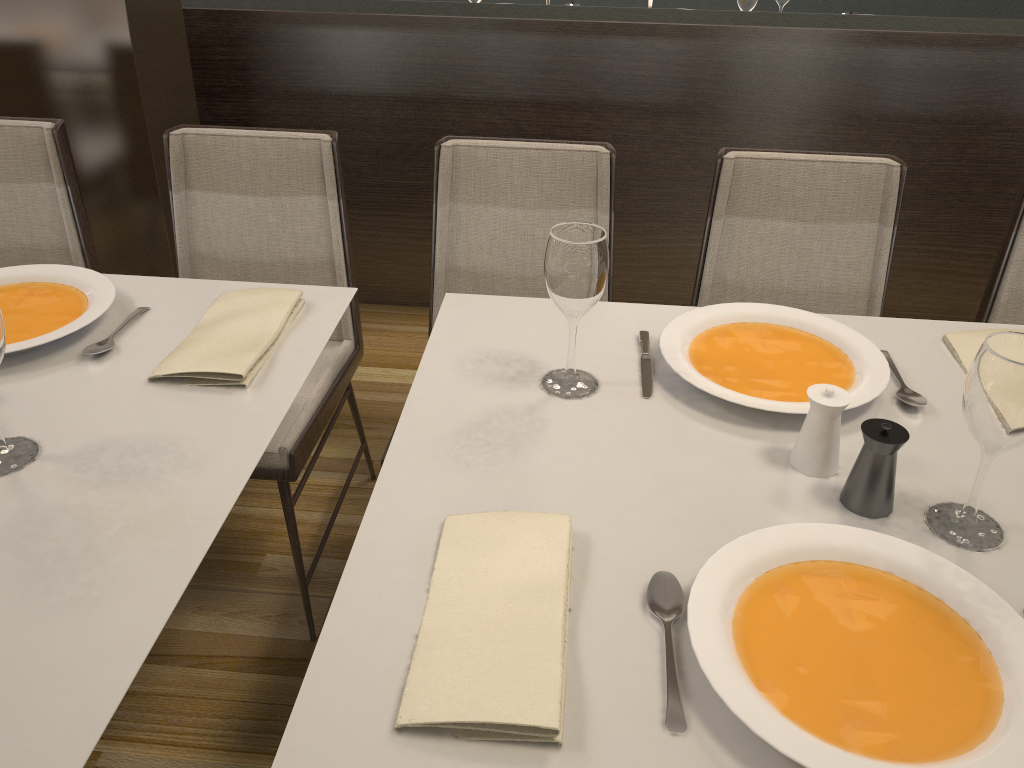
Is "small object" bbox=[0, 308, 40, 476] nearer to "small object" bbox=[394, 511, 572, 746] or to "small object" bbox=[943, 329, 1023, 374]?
"small object" bbox=[394, 511, 572, 746]

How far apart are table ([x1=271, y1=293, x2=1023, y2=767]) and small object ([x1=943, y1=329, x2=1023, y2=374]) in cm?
1

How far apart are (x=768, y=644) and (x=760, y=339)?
0.61m

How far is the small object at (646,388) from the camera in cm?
124

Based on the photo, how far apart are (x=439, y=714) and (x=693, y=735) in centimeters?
22cm

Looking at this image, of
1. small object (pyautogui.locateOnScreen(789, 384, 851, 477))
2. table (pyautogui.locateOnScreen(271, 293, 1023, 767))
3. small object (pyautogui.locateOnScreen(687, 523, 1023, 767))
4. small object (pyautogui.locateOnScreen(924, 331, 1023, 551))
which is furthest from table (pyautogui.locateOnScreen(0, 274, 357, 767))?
small object (pyautogui.locateOnScreen(924, 331, 1023, 551))

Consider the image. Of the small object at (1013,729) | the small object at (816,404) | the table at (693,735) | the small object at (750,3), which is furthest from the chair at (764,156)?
the small object at (750,3)

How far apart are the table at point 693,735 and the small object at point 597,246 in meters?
0.0 m

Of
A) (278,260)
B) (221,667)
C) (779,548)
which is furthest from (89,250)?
(779,548)

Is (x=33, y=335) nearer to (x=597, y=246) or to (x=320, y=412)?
(x=320, y=412)
